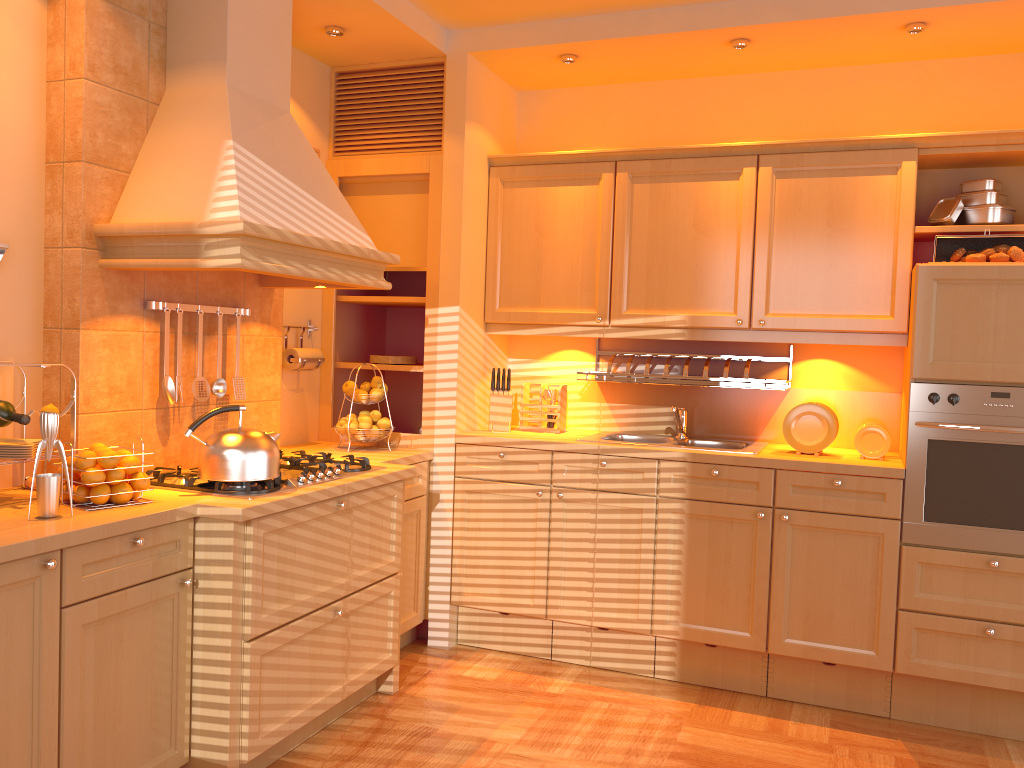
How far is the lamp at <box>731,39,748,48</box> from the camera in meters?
3.5 m

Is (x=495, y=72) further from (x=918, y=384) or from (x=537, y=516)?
(x=918, y=384)

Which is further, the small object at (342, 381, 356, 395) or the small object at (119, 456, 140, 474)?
the small object at (342, 381, 356, 395)

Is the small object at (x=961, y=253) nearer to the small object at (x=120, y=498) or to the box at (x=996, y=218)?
the box at (x=996, y=218)

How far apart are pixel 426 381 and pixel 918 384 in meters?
2.0

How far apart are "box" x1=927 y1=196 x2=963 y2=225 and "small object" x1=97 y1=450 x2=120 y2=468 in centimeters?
304cm

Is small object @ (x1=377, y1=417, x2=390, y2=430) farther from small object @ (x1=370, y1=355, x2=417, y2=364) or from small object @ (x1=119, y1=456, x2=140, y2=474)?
small object @ (x1=119, y1=456, x2=140, y2=474)

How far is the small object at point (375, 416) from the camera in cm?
380

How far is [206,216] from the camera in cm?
262

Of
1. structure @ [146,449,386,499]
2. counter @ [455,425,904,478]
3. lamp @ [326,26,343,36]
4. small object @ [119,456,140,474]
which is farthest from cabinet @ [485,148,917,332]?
small object @ [119,456,140,474]
